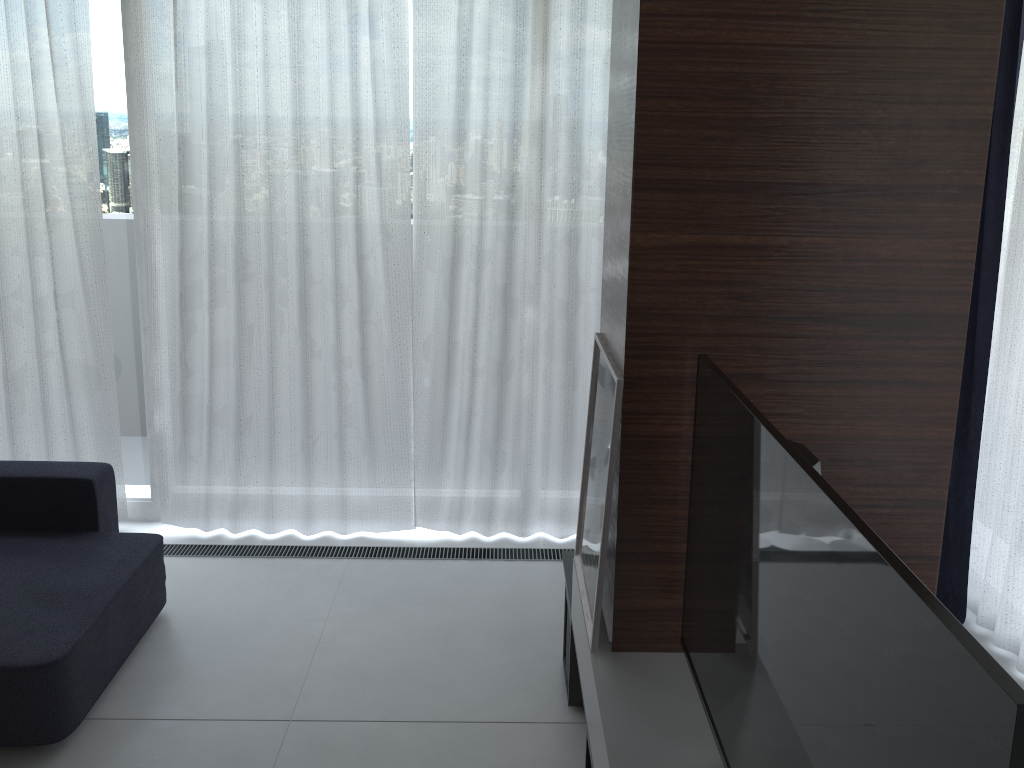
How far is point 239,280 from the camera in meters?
3.6 m

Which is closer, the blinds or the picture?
the picture

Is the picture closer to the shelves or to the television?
the shelves

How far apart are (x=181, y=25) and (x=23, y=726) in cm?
250

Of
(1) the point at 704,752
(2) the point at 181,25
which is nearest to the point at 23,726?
(1) the point at 704,752

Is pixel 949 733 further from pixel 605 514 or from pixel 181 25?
pixel 181 25

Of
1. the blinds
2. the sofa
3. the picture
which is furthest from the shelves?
the sofa

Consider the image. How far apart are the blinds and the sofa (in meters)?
0.45

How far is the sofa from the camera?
2.5 meters

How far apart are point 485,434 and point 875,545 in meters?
→ 2.9 m
